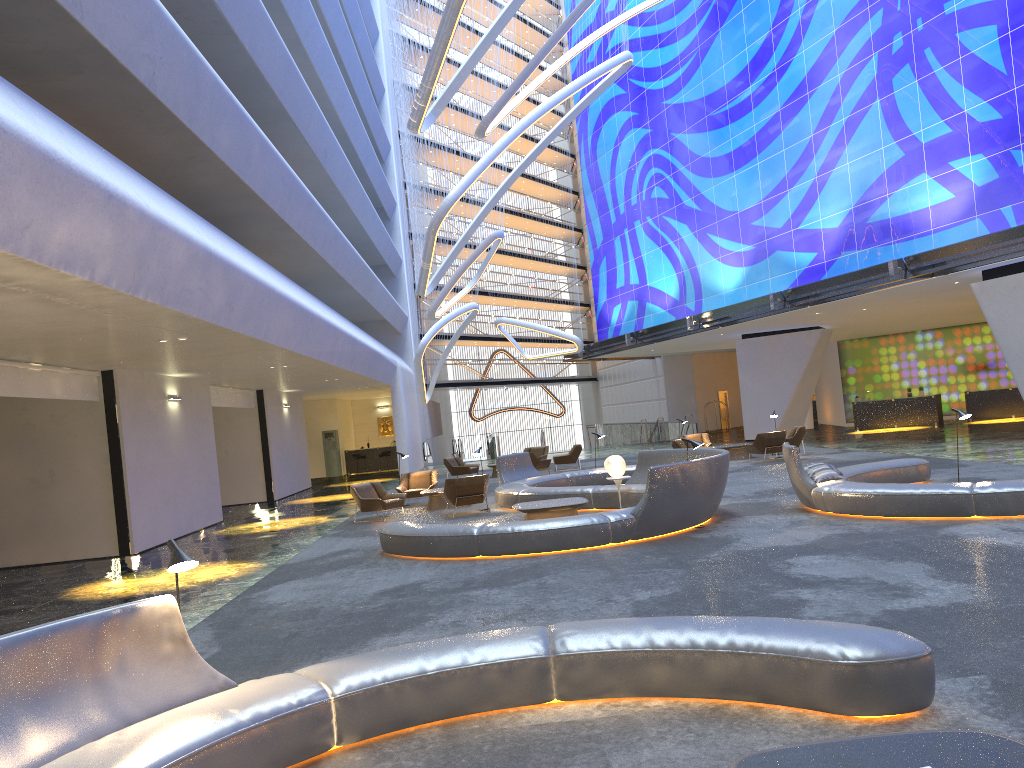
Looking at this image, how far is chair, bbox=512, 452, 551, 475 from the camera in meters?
25.9 m

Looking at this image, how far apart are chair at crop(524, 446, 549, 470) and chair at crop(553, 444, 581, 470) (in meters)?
1.27

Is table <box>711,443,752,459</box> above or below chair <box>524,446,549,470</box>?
below

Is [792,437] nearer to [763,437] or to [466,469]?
[763,437]

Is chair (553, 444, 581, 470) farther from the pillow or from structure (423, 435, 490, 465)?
the pillow

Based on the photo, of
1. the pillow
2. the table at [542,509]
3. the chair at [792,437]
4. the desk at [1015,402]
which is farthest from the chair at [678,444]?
the desk at [1015,402]

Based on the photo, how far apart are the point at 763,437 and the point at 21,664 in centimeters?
2061cm

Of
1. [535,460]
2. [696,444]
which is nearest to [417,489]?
[535,460]

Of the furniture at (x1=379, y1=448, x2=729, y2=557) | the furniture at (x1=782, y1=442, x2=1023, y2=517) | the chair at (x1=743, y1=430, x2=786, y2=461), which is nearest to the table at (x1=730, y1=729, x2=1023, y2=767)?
the furniture at (x1=379, y1=448, x2=729, y2=557)

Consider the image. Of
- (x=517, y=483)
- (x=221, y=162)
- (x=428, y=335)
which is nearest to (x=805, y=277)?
(x=428, y=335)
